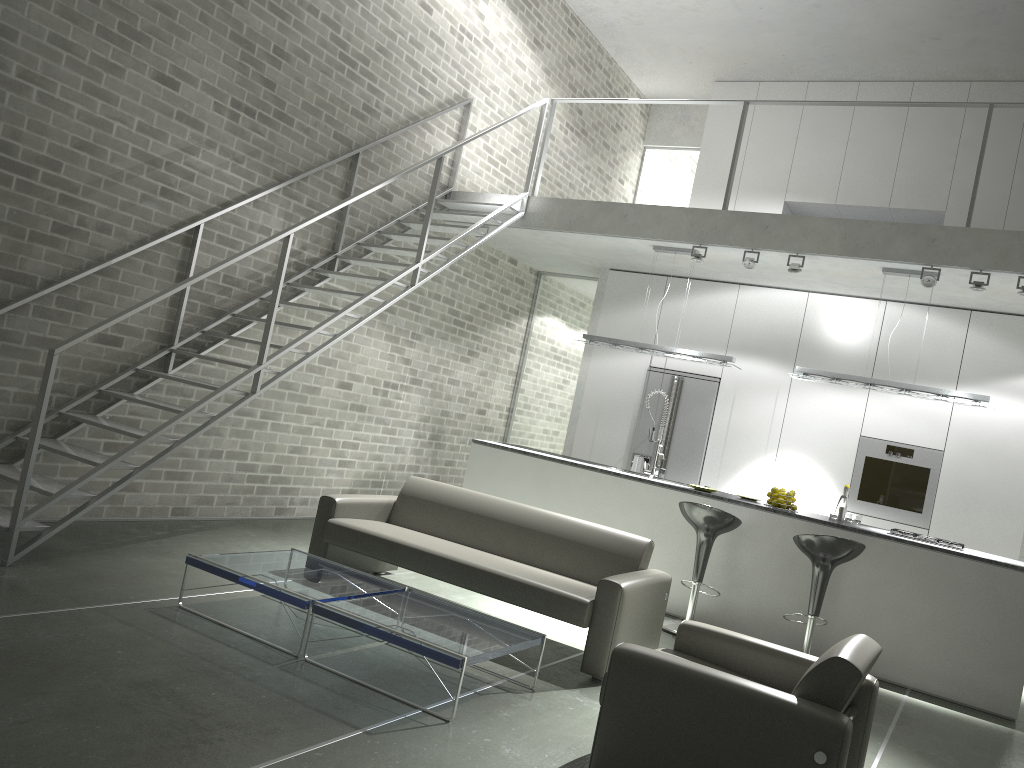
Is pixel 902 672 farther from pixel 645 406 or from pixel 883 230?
pixel 645 406

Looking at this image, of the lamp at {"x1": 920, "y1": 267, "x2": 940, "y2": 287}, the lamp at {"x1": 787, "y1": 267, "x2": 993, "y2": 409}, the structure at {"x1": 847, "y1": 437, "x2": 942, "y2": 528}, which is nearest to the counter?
the lamp at {"x1": 787, "y1": 267, "x2": 993, "y2": 409}

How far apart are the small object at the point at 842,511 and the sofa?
2.3m

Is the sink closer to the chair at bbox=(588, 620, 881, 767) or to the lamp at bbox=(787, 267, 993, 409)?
the lamp at bbox=(787, 267, 993, 409)

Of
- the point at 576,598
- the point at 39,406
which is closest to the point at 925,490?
the point at 576,598

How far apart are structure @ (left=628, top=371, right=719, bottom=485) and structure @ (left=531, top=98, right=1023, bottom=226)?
2.11m

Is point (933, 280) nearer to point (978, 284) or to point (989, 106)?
point (978, 284)

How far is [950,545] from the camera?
6.3 meters

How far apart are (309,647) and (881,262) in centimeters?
515cm

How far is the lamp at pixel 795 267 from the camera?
7.08m
